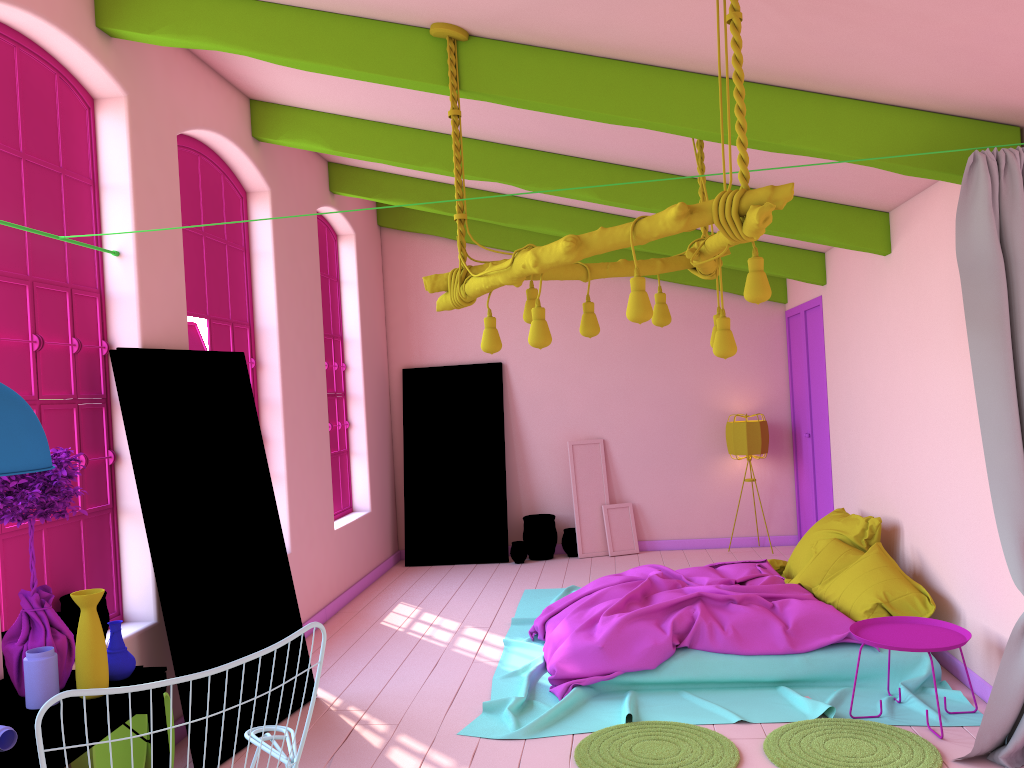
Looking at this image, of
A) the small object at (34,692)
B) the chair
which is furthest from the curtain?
the small object at (34,692)

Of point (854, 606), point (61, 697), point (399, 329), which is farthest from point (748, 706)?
point (399, 329)

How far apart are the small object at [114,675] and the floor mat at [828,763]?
2.9m

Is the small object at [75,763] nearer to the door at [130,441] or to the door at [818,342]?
the door at [130,441]

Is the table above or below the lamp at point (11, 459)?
below

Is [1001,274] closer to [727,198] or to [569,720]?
[727,198]

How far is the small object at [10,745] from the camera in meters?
2.8

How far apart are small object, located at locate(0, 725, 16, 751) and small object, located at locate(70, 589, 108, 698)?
0.4 meters

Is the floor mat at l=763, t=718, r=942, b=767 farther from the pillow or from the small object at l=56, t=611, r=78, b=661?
the small object at l=56, t=611, r=78, b=661

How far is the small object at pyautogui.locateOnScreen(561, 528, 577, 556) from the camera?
9.73m
